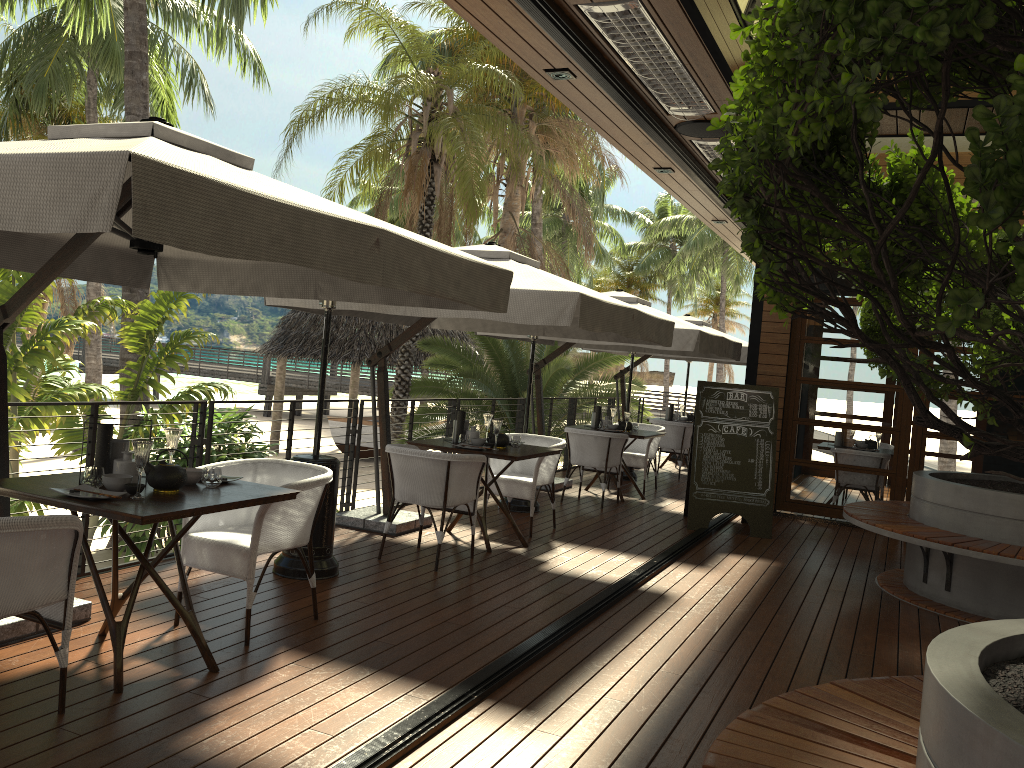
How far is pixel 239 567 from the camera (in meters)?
4.16

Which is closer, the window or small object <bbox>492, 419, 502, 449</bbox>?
Answer: small object <bbox>492, 419, 502, 449</bbox>

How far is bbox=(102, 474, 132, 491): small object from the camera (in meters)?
3.59

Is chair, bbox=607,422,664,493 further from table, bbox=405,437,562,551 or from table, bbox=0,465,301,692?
table, bbox=0,465,301,692

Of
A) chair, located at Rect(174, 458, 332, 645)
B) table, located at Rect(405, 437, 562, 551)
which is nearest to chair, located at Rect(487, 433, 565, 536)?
table, located at Rect(405, 437, 562, 551)

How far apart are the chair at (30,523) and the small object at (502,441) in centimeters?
384cm

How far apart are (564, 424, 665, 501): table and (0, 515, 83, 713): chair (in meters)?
6.85

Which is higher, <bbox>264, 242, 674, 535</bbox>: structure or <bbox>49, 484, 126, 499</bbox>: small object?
<bbox>264, 242, 674, 535</bbox>: structure

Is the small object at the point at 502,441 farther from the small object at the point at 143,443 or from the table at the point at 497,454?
the small object at the point at 143,443

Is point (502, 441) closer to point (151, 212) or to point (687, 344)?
Answer: point (687, 344)
